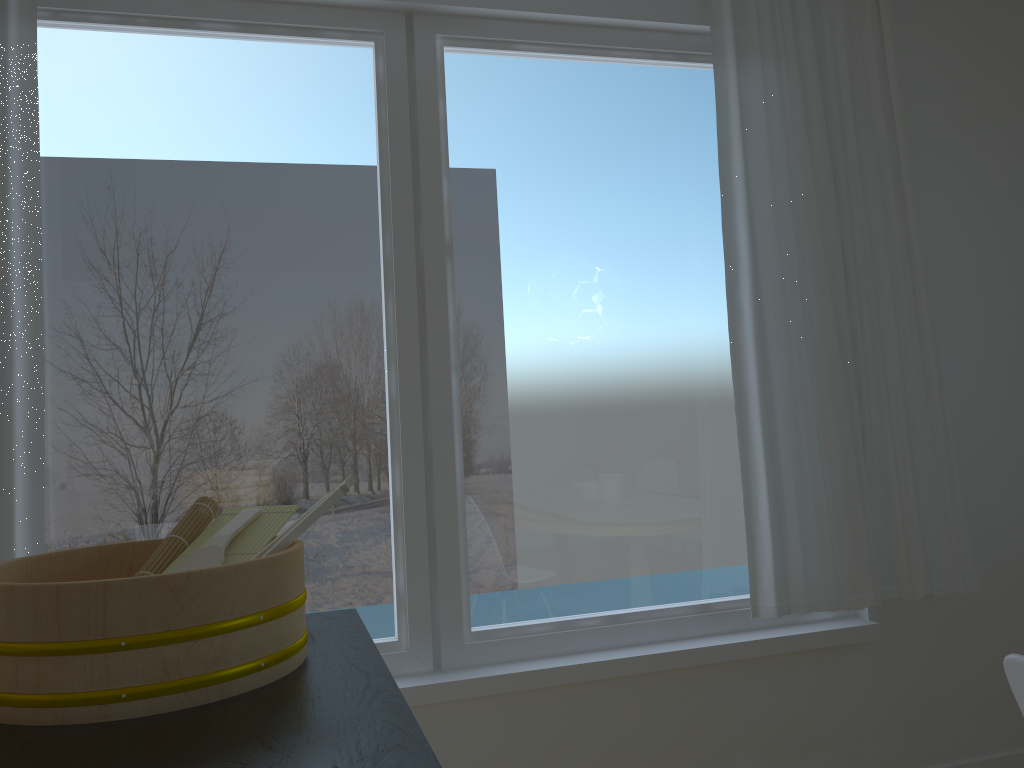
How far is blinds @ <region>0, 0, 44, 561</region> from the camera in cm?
212

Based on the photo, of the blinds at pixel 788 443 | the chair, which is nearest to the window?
the blinds at pixel 788 443

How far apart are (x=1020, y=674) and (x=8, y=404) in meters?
2.1 m

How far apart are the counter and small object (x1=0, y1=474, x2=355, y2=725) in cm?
1

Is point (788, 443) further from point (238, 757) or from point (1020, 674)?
point (238, 757)

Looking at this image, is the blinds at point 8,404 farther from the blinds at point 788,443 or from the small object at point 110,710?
the blinds at point 788,443

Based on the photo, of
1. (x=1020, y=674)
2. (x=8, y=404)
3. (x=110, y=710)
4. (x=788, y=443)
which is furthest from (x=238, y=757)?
(x=788, y=443)

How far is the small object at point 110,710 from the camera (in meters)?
0.90

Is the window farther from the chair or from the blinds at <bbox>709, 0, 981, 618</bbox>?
the chair

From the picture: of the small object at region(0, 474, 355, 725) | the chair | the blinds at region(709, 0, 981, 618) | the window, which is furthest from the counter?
the blinds at region(709, 0, 981, 618)
